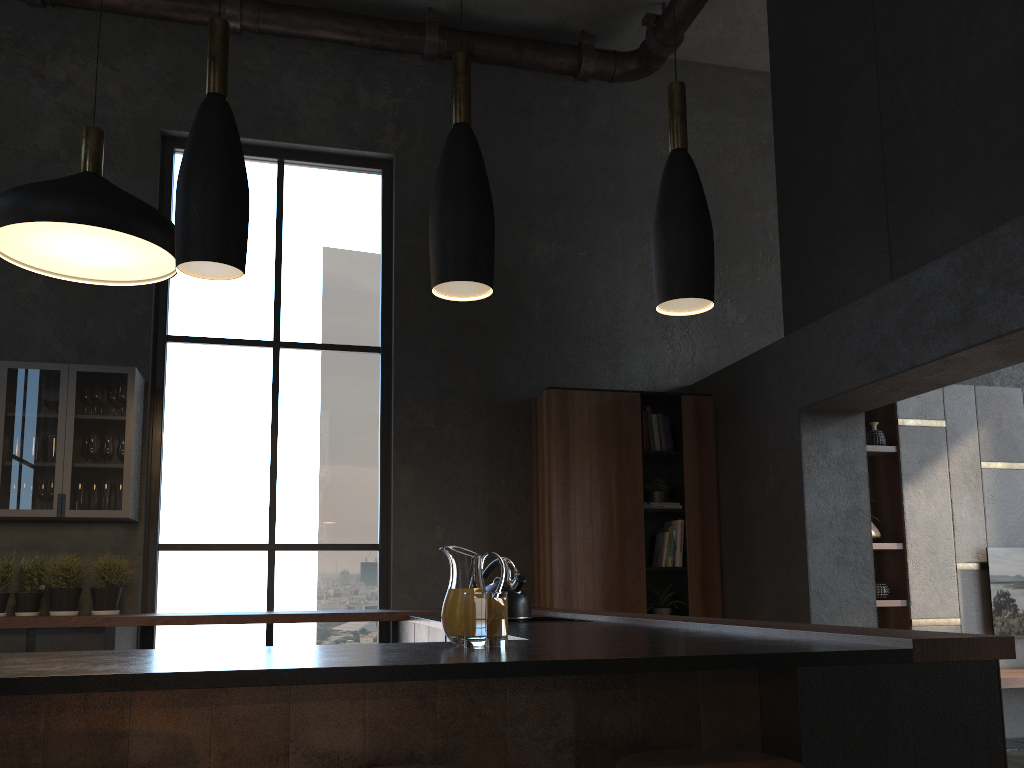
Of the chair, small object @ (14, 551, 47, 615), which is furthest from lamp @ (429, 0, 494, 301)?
small object @ (14, 551, 47, 615)

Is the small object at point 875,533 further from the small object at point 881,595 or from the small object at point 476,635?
the small object at point 476,635

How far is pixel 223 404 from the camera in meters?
5.6

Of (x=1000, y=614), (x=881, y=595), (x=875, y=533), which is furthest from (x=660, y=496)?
(x=1000, y=614)

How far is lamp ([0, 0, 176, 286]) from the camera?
3.2m

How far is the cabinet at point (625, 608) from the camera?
5.47m

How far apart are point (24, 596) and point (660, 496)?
3.80m

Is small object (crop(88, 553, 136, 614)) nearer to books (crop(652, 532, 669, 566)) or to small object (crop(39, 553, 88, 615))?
small object (crop(39, 553, 88, 615))

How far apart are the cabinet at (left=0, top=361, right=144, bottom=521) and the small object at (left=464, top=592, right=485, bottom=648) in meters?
2.0 m

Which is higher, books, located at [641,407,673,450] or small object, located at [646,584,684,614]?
books, located at [641,407,673,450]
